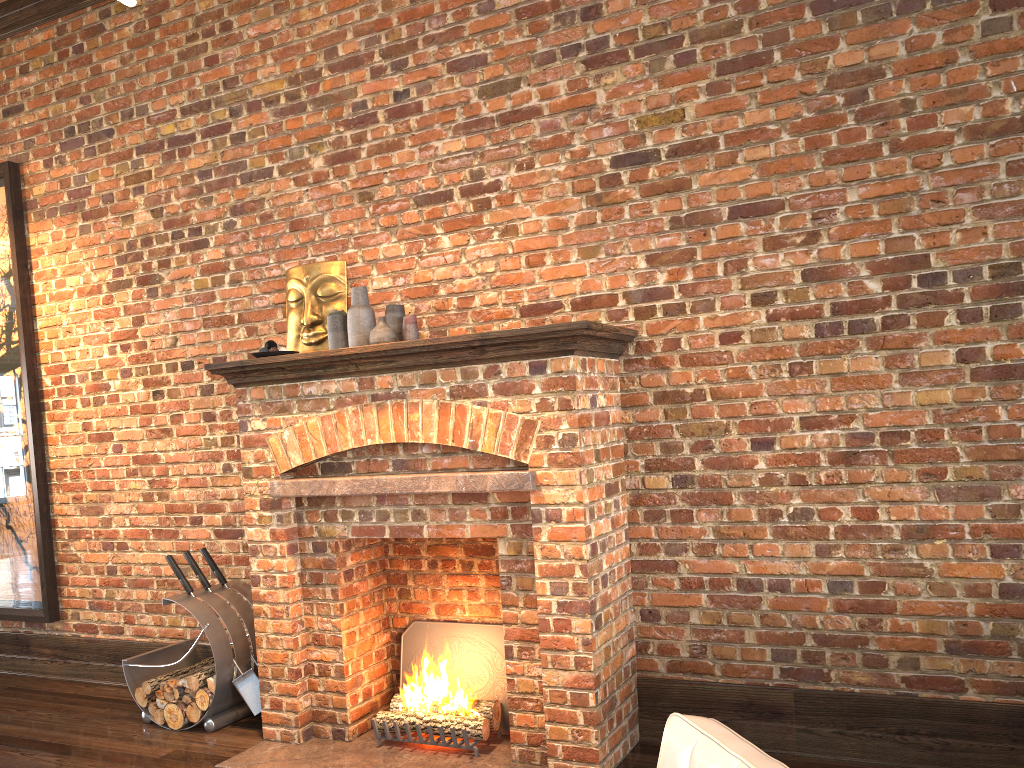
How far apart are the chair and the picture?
5.12m

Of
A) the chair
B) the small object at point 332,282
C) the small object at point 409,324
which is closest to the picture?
the small object at point 332,282

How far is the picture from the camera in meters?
5.7 m

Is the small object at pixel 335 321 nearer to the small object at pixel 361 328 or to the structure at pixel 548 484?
the small object at pixel 361 328

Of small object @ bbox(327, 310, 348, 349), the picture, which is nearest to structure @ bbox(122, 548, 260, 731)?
the picture

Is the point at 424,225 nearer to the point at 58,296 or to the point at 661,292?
the point at 661,292

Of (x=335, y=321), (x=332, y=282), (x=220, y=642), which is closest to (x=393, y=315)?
(x=335, y=321)

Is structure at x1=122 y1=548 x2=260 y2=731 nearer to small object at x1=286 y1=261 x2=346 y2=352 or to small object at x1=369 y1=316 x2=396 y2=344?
small object at x1=286 y1=261 x2=346 y2=352

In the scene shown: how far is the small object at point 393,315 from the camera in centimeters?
435cm

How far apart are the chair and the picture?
5.1m
